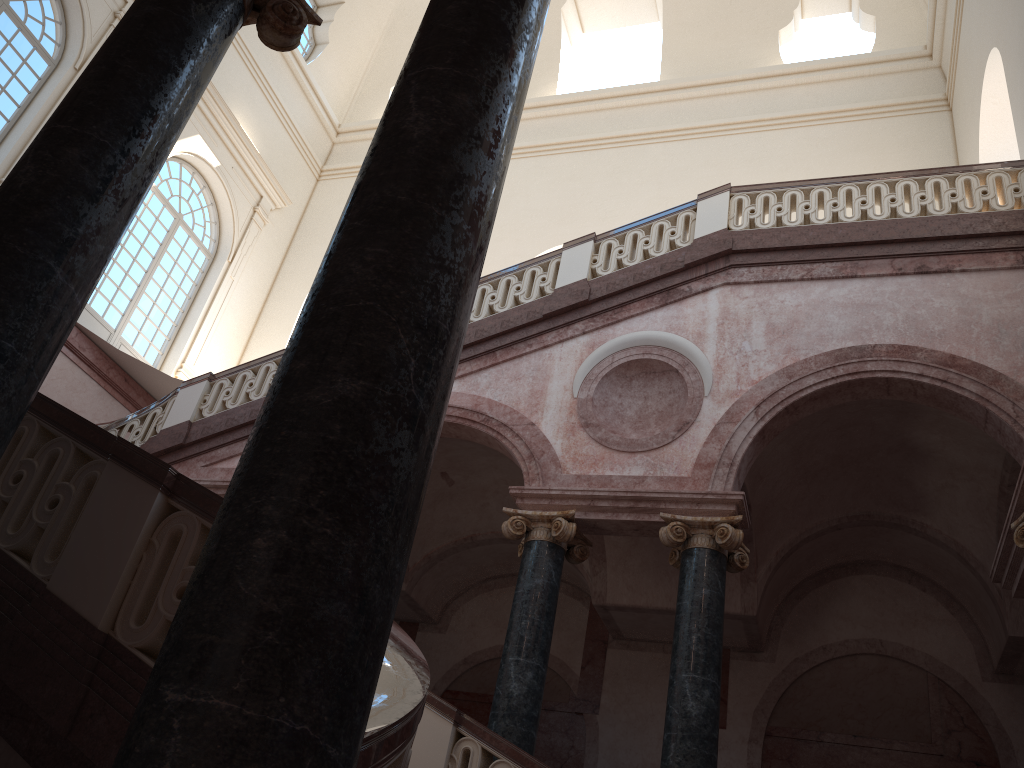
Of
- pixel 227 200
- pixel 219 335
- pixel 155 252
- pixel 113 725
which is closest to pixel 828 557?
pixel 113 725
